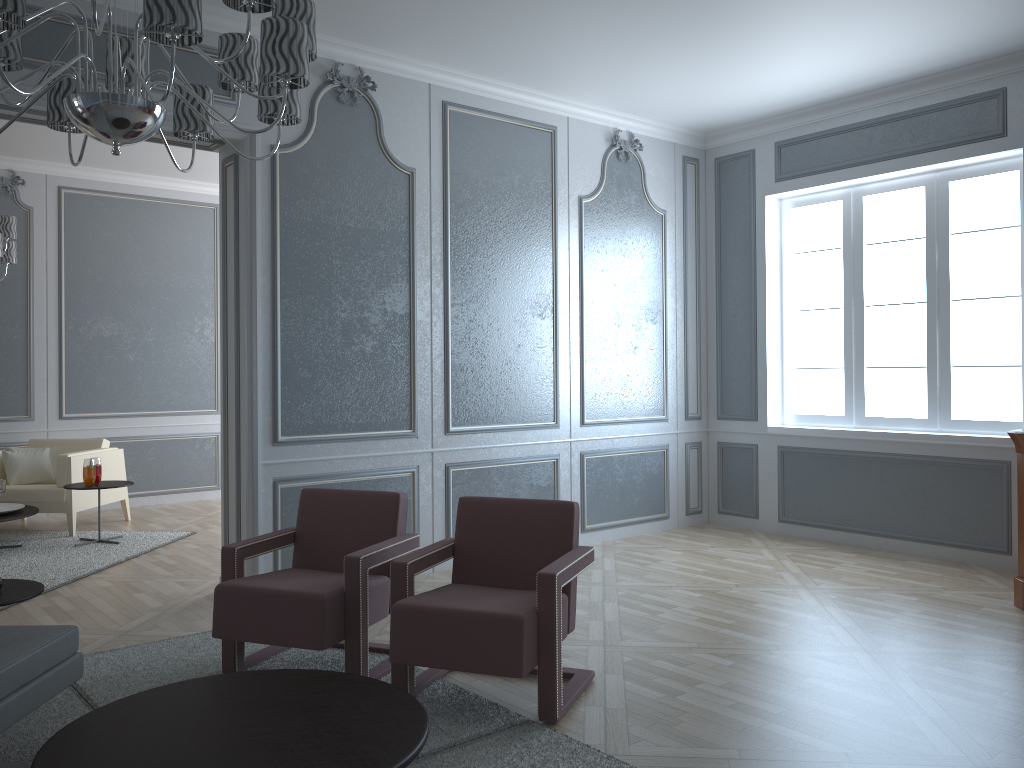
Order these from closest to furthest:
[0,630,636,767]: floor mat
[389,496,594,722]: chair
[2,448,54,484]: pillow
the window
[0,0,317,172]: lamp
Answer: [0,0,317,172]: lamp
[0,630,636,767]: floor mat
[389,496,594,722]: chair
the window
[2,448,54,484]: pillow

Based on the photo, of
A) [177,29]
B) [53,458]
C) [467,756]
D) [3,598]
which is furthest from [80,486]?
[177,29]

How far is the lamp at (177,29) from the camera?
1.8 meters

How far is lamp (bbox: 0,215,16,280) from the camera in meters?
5.4

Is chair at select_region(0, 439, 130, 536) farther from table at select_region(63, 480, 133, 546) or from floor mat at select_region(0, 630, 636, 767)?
floor mat at select_region(0, 630, 636, 767)

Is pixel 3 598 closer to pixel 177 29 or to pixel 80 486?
pixel 177 29

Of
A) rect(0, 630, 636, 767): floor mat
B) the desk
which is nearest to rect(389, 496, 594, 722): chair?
rect(0, 630, 636, 767): floor mat

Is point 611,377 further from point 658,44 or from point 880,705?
point 880,705

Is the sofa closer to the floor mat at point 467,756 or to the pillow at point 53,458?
the floor mat at point 467,756

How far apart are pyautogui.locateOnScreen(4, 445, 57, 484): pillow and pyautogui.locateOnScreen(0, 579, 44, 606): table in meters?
3.9 m
